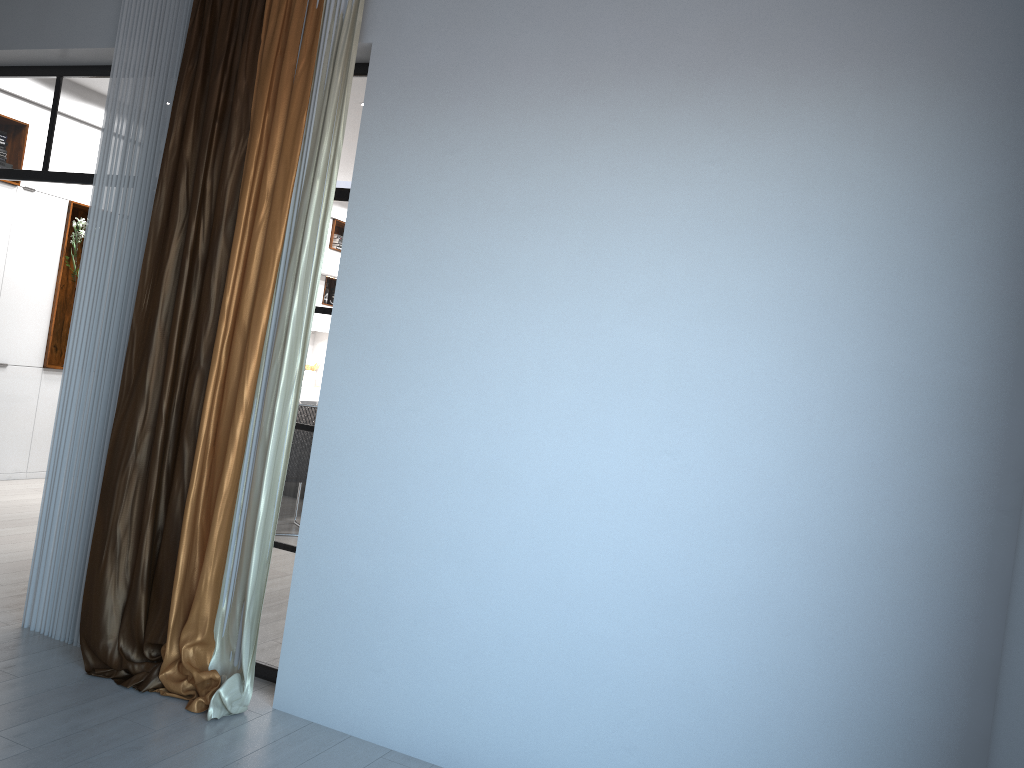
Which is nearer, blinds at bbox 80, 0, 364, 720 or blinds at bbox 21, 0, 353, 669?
blinds at bbox 80, 0, 364, 720

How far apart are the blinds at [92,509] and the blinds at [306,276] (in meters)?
0.04

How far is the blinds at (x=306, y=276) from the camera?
3.5m

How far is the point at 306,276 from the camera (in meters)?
3.52

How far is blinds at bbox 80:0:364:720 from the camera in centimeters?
352cm

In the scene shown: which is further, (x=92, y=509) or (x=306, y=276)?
(x=92, y=509)

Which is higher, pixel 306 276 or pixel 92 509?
pixel 306 276

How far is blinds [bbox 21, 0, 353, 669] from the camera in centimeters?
394cm

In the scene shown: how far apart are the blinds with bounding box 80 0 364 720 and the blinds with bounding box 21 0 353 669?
0.0m

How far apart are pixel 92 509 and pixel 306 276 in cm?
150
